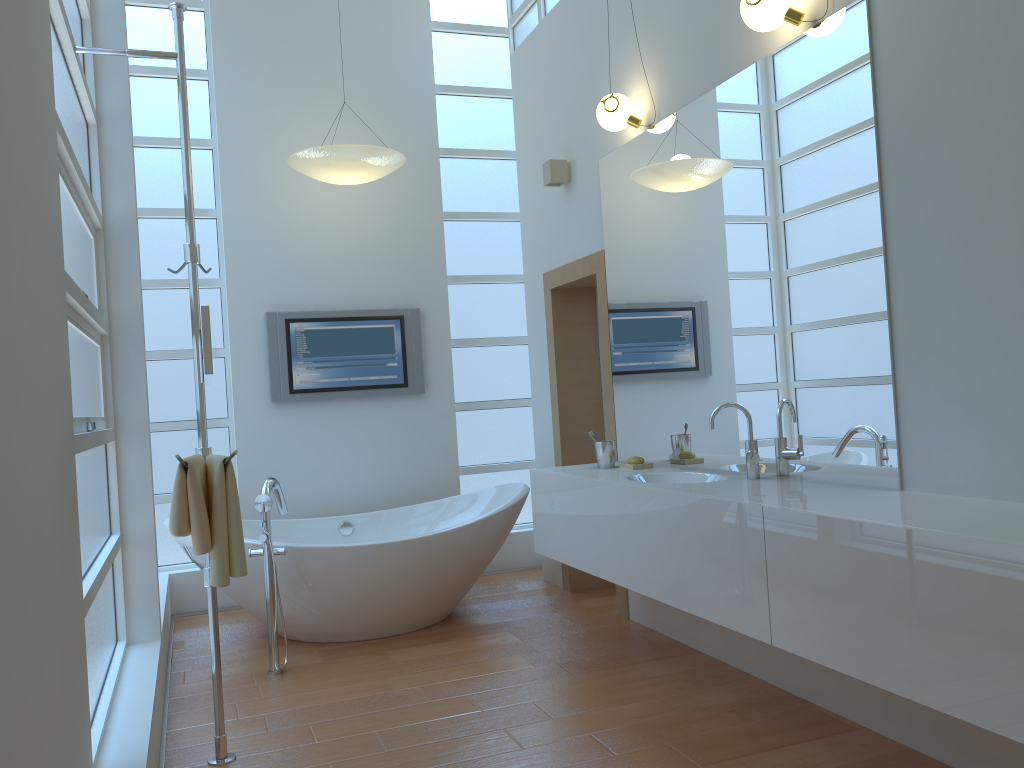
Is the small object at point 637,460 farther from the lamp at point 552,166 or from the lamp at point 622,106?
the lamp at point 552,166

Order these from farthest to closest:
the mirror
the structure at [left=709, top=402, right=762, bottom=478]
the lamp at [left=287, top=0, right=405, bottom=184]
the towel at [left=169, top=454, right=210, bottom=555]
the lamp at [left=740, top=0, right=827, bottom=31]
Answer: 1. the lamp at [left=287, top=0, right=405, bottom=184]
2. the structure at [left=709, top=402, right=762, bottom=478]
3. the lamp at [left=740, top=0, right=827, bottom=31]
4. the towel at [left=169, top=454, right=210, bottom=555]
5. the mirror

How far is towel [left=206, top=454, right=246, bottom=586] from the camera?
2.4m

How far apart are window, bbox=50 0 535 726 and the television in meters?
0.3 m

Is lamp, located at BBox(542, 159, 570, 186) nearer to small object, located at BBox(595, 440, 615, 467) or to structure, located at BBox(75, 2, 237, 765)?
small object, located at BBox(595, 440, 615, 467)

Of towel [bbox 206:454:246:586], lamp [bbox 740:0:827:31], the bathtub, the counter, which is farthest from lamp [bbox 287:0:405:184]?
towel [bbox 206:454:246:586]

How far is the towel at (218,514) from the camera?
2.43m

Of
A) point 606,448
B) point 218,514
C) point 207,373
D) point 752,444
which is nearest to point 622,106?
point 606,448

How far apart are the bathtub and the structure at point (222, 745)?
0.8 meters

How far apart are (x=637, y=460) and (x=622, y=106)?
1.5 meters
